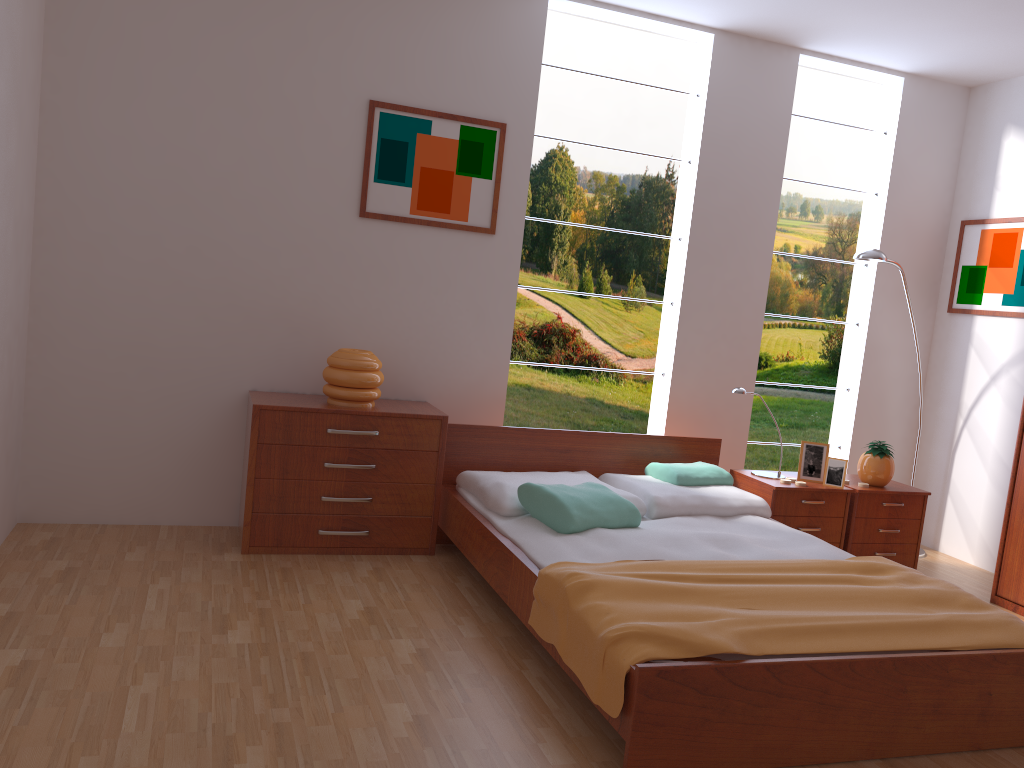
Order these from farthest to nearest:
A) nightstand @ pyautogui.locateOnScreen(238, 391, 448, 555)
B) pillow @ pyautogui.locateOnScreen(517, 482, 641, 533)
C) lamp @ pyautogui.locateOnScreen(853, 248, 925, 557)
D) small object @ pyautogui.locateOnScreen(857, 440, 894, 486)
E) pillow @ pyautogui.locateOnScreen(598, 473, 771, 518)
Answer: lamp @ pyautogui.locateOnScreen(853, 248, 925, 557), small object @ pyautogui.locateOnScreen(857, 440, 894, 486), pillow @ pyautogui.locateOnScreen(598, 473, 771, 518), nightstand @ pyautogui.locateOnScreen(238, 391, 448, 555), pillow @ pyautogui.locateOnScreen(517, 482, 641, 533)

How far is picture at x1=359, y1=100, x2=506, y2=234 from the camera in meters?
4.0 m

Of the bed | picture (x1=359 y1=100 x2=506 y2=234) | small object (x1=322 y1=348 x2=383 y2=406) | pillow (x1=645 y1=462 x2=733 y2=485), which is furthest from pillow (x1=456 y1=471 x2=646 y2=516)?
picture (x1=359 y1=100 x2=506 y2=234)

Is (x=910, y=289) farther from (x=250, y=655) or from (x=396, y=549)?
(x=250, y=655)

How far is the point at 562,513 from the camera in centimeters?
328cm

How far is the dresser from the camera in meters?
4.0 m

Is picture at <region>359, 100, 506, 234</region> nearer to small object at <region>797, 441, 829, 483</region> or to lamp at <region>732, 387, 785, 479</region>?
lamp at <region>732, 387, 785, 479</region>

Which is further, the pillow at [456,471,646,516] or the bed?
the pillow at [456,471,646,516]

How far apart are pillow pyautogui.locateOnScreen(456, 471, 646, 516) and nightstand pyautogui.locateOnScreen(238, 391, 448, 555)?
0.10m

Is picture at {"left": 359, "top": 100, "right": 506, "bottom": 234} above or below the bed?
above
